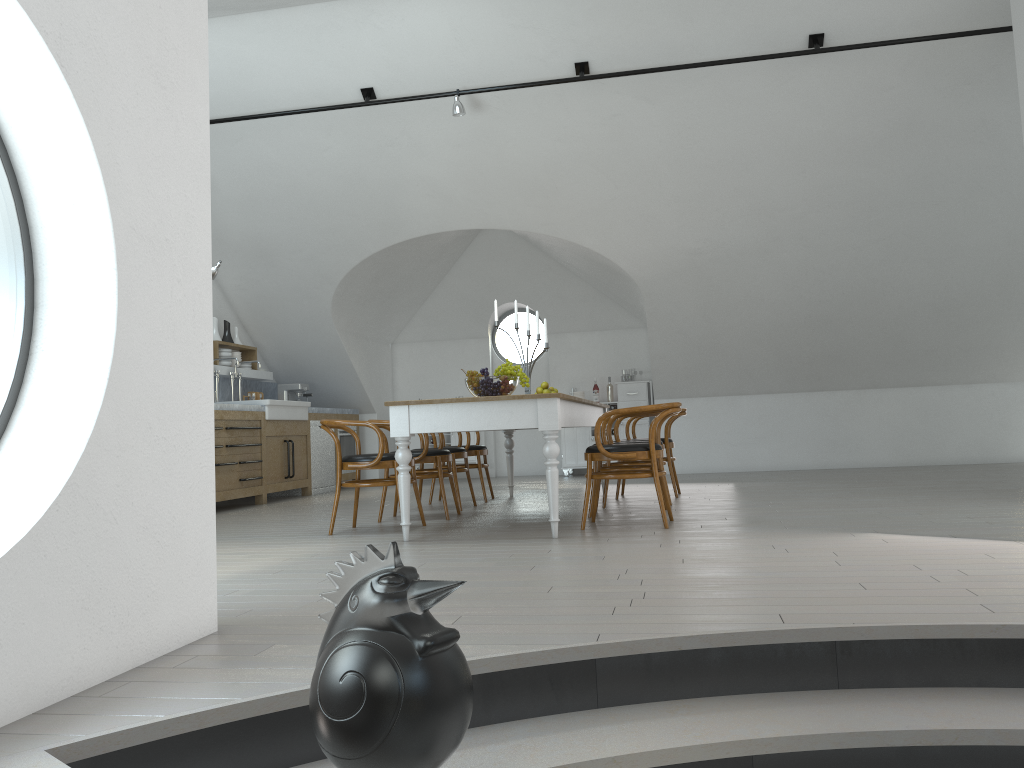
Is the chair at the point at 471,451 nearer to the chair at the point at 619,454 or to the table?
the table

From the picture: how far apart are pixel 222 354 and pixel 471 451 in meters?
3.4 m

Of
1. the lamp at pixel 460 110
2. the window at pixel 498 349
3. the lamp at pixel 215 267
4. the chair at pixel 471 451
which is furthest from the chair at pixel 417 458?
the window at pixel 498 349

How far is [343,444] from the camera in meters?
10.7 m

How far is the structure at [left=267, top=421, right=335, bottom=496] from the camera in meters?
9.9 m

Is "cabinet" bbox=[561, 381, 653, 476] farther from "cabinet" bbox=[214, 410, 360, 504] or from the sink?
the sink

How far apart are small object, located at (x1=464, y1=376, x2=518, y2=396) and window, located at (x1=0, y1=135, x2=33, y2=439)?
3.4m

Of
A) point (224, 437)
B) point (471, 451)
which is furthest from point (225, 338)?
point (471, 451)

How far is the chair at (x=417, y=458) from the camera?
6.2m

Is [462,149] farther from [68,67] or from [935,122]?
[68,67]
